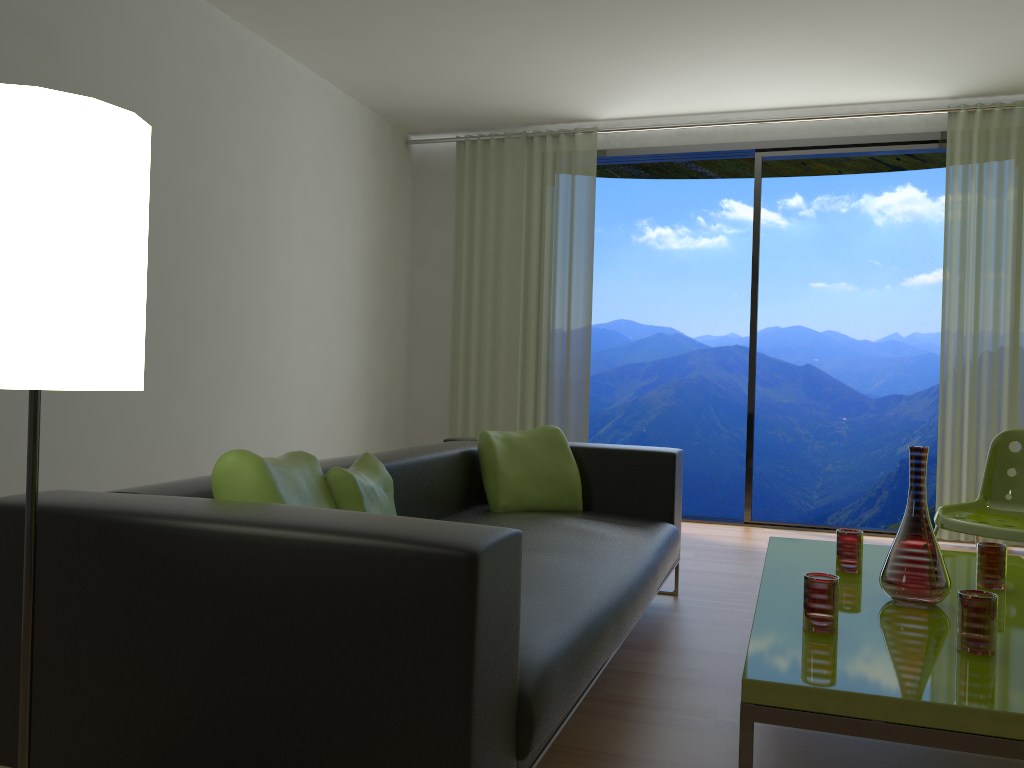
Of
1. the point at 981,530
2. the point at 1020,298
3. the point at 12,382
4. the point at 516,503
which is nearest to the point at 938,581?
the point at 981,530

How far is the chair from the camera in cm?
323

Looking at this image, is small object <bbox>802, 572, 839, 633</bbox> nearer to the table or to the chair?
the table

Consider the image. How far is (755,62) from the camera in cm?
476

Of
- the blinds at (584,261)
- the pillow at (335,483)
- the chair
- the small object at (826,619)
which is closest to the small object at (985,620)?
the small object at (826,619)

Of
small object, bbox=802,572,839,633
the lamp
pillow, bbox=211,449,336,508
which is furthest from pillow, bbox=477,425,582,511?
the lamp

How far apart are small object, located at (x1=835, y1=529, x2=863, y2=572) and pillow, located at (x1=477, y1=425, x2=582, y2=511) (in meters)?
1.12

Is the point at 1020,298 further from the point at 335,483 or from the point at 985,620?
the point at 335,483

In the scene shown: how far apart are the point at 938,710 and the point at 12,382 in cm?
154

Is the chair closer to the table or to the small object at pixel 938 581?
the table
